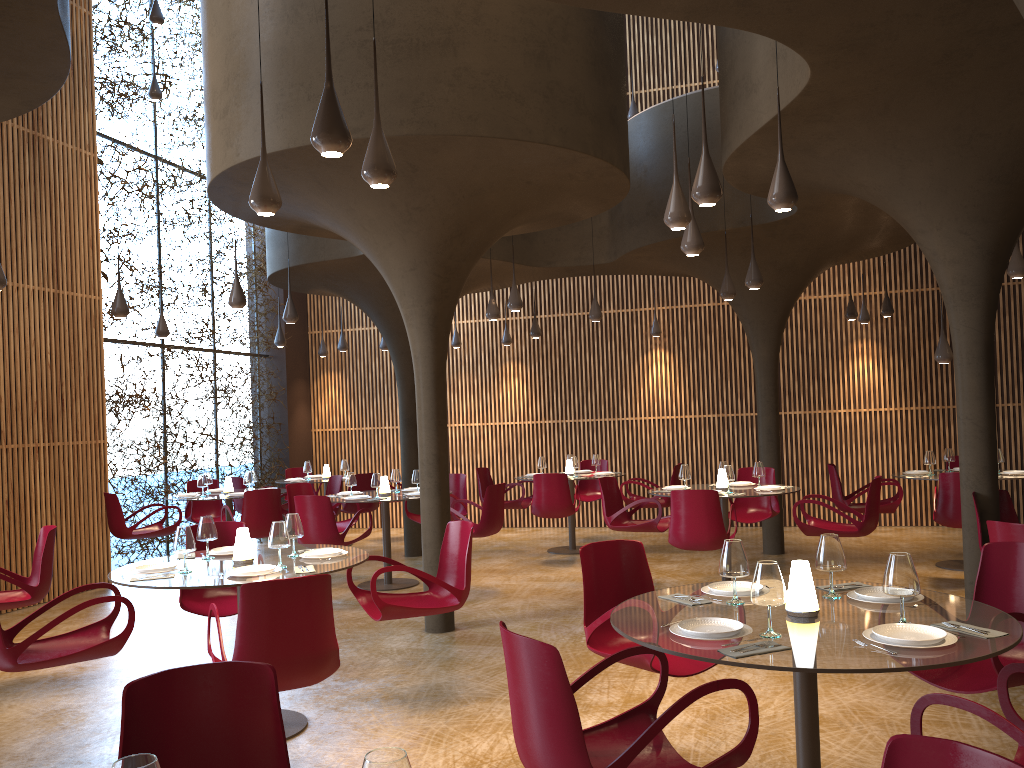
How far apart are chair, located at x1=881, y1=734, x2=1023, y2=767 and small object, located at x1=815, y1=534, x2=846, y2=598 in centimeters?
213cm

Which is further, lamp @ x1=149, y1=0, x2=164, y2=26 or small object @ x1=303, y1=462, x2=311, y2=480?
small object @ x1=303, y1=462, x2=311, y2=480

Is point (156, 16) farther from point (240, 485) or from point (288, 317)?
point (240, 485)

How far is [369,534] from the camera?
10.2m

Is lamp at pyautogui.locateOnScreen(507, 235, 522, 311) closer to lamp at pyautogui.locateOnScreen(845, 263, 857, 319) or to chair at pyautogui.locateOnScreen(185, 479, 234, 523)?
chair at pyautogui.locateOnScreen(185, 479, 234, 523)

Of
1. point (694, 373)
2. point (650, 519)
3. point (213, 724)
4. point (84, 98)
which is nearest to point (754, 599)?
point (213, 724)

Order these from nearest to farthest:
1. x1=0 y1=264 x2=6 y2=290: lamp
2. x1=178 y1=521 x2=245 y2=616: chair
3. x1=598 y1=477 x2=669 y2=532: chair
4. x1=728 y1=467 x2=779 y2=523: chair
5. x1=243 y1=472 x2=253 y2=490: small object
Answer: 1. x1=178 y1=521 x2=245 y2=616: chair
2. x1=0 y1=264 x2=6 y2=290: lamp
3. x1=598 y1=477 x2=669 y2=532: chair
4. x1=728 y1=467 x2=779 y2=523: chair
5. x1=243 y1=472 x2=253 y2=490: small object

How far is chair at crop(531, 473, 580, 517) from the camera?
11.72m

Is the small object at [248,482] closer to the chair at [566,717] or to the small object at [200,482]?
the small object at [200,482]

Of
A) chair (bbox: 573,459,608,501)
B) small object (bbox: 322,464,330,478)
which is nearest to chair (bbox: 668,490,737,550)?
chair (bbox: 573,459,608,501)
